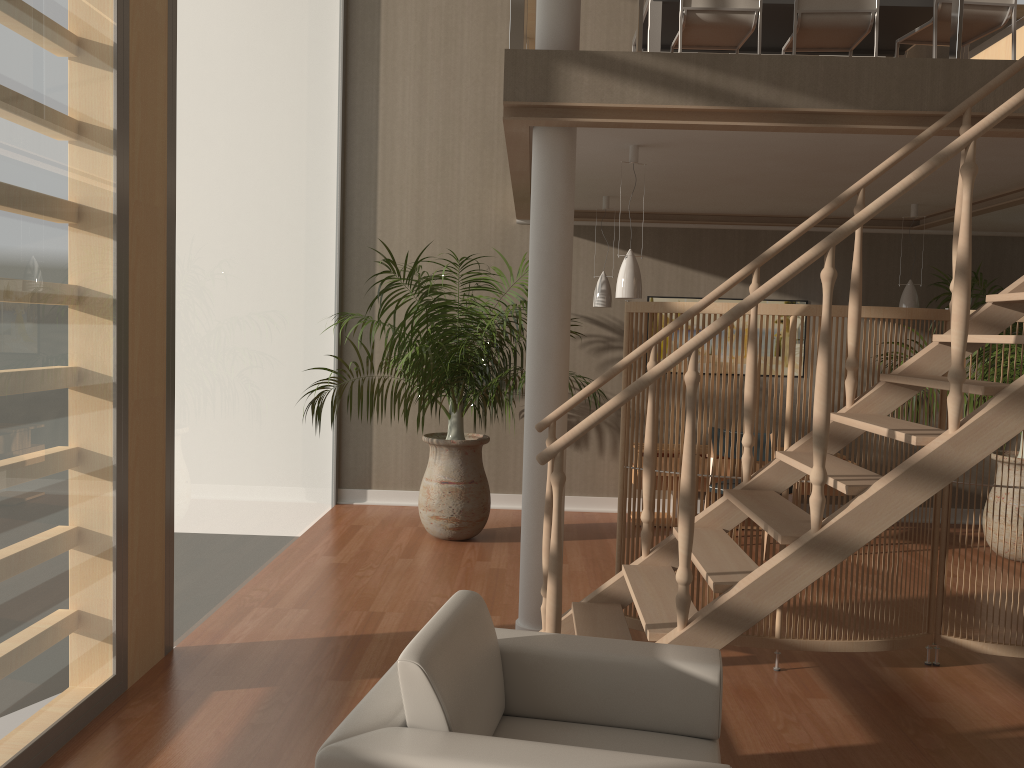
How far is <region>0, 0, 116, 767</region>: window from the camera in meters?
2.7 m

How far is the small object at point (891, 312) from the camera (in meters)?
3.89

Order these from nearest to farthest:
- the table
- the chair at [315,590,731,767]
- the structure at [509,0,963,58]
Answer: the chair at [315,590,731,767], the structure at [509,0,963,58], the table

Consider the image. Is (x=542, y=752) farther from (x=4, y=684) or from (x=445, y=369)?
(x=445, y=369)

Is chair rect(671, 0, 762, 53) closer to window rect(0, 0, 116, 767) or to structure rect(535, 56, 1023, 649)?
structure rect(535, 56, 1023, 649)

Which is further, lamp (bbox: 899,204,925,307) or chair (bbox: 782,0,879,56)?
lamp (bbox: 899,204,925,307)

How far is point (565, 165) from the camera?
4.0 meters

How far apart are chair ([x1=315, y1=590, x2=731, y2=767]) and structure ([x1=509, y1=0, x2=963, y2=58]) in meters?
2.5 m

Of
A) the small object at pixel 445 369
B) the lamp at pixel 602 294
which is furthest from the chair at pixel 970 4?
the small object at pixel 445 369

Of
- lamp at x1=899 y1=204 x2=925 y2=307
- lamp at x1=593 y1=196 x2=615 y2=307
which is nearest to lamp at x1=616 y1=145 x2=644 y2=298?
lamp at x1=593 y1=196 x2=615 y2=307
